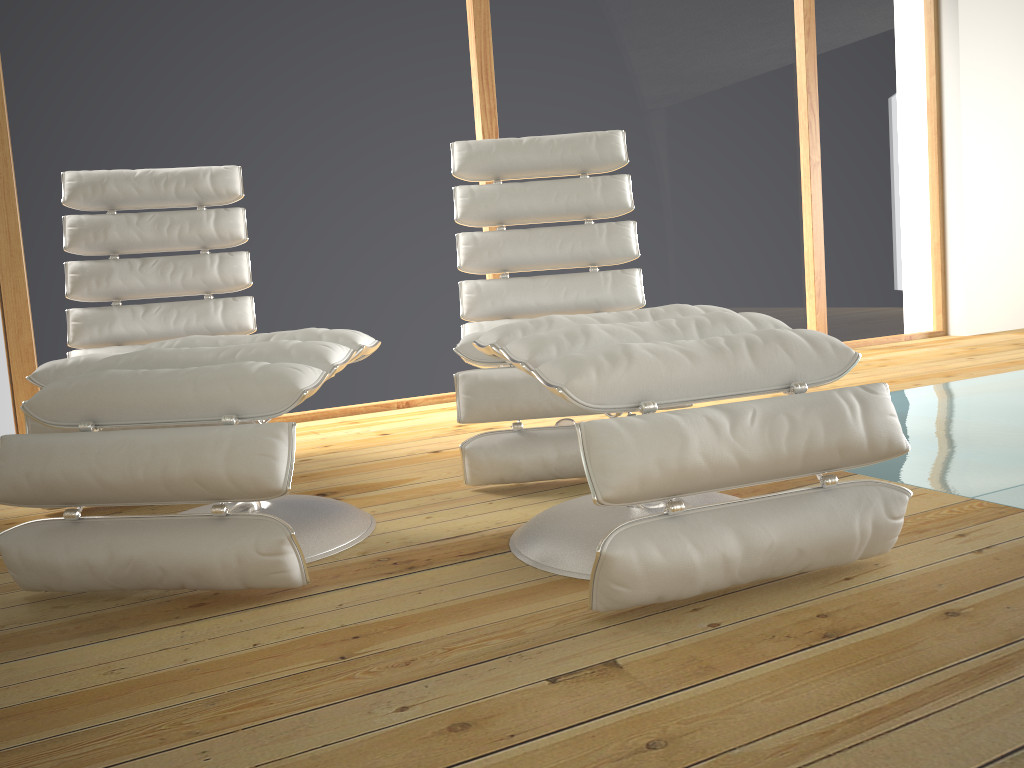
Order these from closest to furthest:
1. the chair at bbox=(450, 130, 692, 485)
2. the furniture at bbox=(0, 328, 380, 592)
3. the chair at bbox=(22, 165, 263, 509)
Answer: the furniture at bbox=(0, 328, 380, 592)
the chair at bbox=(450, 130, 692, 485)
the chair at bbox=(22, 165, 263, 509)

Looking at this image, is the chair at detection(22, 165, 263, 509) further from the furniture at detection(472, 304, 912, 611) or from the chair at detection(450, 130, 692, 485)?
the furniture at detection(472, 304, 912, 611)

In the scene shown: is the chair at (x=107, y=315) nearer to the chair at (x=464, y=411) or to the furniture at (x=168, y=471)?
the furniture at (x=168, y=471)

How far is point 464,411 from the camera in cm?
211

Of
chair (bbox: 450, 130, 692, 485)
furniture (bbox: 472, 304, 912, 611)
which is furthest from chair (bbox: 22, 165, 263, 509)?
furniture (bbox: 472, 304, 912, 611)

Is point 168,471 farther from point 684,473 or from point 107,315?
point 107,315

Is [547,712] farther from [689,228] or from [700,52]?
[700,52]

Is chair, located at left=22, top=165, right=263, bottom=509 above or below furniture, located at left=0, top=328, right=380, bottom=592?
above

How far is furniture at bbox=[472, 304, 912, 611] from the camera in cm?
129

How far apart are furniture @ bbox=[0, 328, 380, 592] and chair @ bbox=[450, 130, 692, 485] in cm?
25
